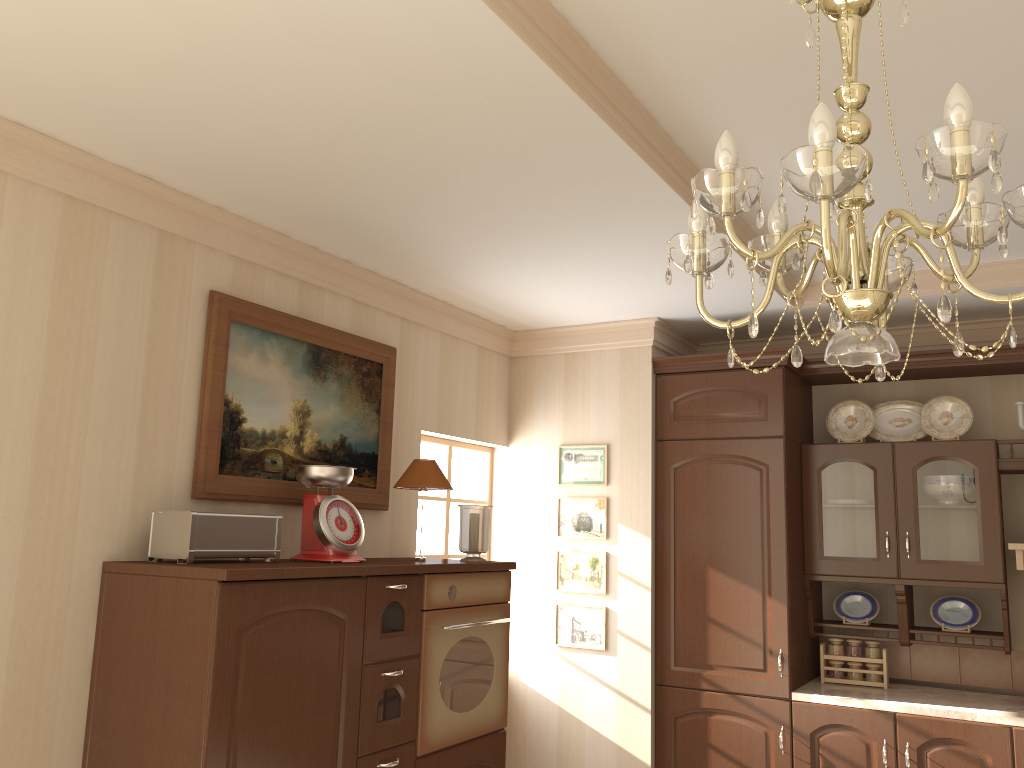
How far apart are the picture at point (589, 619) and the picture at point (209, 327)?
1.1m

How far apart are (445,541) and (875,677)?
2.0m

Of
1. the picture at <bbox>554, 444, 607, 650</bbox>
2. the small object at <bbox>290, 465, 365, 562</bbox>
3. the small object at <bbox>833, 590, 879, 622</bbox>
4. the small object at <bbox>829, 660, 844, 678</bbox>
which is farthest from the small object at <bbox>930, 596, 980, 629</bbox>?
the small object at <bbox>290, 465, 365, 562</bbox>

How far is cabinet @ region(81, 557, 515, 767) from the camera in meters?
2.3

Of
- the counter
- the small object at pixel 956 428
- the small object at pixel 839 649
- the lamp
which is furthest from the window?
the lamp

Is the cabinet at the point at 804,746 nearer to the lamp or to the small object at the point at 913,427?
the small object at the point at 913,427

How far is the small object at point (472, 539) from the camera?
3.5m

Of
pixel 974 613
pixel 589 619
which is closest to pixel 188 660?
pixel 589 619

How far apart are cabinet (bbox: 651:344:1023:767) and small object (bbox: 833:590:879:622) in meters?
0.1 m

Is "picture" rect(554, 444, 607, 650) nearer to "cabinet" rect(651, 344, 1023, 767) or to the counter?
"cabinet" rect(651, 344, 1023, 767)
